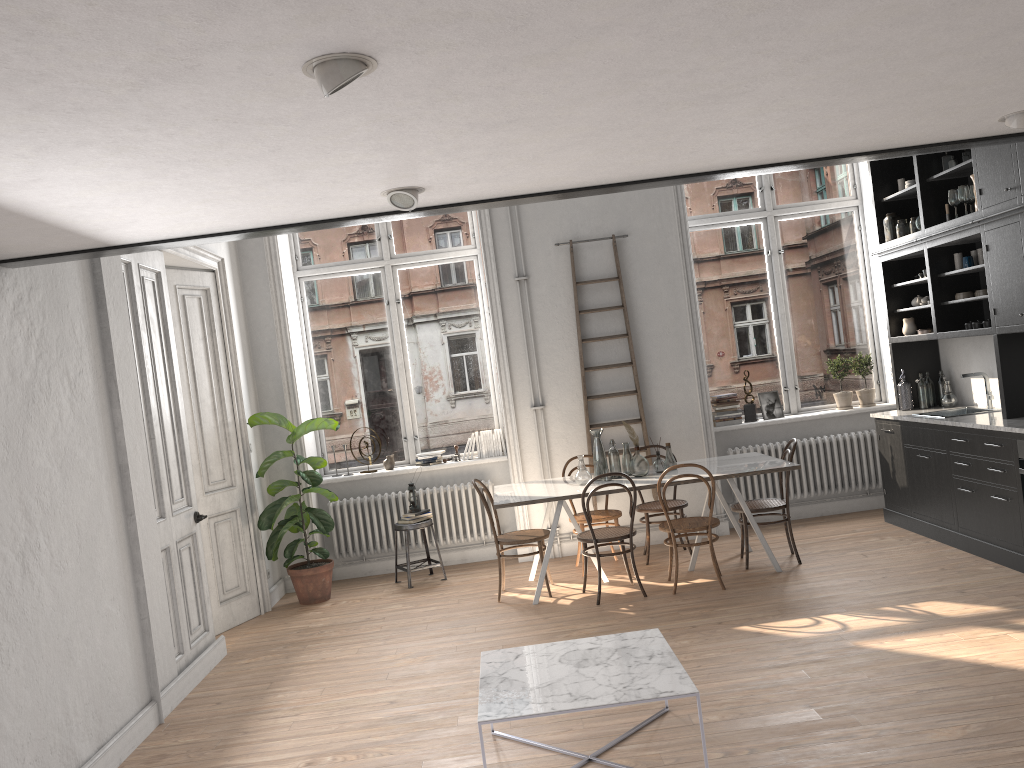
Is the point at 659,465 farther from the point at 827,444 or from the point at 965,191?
the point at 965,191

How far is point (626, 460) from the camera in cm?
689

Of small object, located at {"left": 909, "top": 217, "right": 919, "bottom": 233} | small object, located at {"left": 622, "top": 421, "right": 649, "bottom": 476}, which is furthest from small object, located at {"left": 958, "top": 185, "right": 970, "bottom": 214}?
small object, located at {"left": 622, "top": 421, "right": 649, "bottom": 476}

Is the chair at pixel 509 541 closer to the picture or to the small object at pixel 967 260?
the picture

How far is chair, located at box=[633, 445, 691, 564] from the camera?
7.18m

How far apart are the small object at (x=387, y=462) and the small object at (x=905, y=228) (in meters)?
4.82

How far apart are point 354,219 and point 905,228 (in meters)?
5.21

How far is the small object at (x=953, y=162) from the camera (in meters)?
6.61

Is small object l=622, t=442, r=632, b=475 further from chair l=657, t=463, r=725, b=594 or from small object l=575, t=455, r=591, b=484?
chair l=657, t=463, r=725, b=594

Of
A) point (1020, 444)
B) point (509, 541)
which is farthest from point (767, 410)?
point (509, 541)
